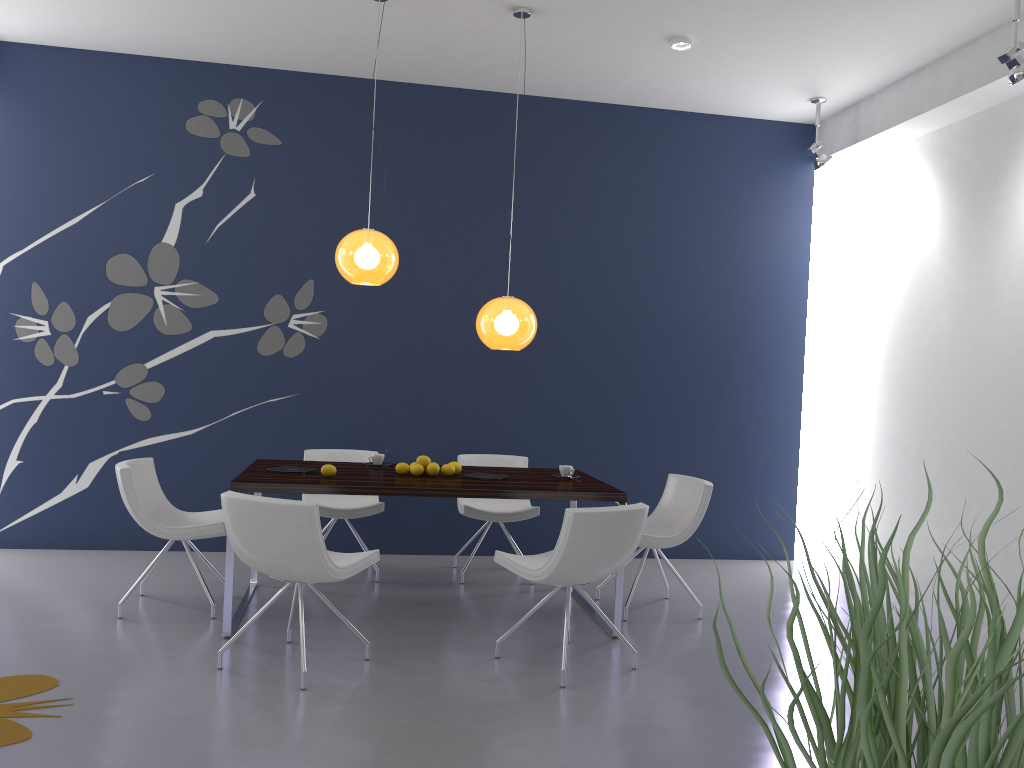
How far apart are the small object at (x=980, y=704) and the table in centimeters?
402cm

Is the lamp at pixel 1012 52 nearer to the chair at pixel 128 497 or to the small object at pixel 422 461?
the small object at pixel 422 461

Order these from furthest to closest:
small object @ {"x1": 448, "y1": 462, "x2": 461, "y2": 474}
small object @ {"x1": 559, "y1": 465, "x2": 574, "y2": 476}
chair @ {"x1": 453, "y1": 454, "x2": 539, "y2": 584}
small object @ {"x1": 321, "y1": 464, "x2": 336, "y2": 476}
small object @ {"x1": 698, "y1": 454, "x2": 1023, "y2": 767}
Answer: chair @ {"x1": 453, "y1": 454, "x2": 539, "y2": 584}
small object @ {"x1": 559, "y1": 465, "x2": 574, "y2": 476}
small object @ {"x1": 448, "y1": 462, "x2": 461, "y2": 474}
small object @ {"x1": 321, "y1": 464, "x2": 336, "y2": 476}
small object @ {"x1": 698, "y1": 454, "x2": 1023, "y2": 767}

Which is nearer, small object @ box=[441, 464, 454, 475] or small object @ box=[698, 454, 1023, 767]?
small object @ box=[698, 454, 1023, 767]

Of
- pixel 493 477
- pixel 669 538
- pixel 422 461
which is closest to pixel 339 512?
pixel 422 461

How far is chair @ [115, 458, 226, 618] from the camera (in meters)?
4.65

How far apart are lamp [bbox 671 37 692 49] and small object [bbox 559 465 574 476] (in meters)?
2.69

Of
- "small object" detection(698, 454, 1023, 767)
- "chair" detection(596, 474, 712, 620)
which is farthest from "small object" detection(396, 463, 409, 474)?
"small object" detection(698, 454, 1023, 767)

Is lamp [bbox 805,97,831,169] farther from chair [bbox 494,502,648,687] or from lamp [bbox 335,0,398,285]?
chair [bbox 494,502,648,687]

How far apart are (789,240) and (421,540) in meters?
3.7 m
